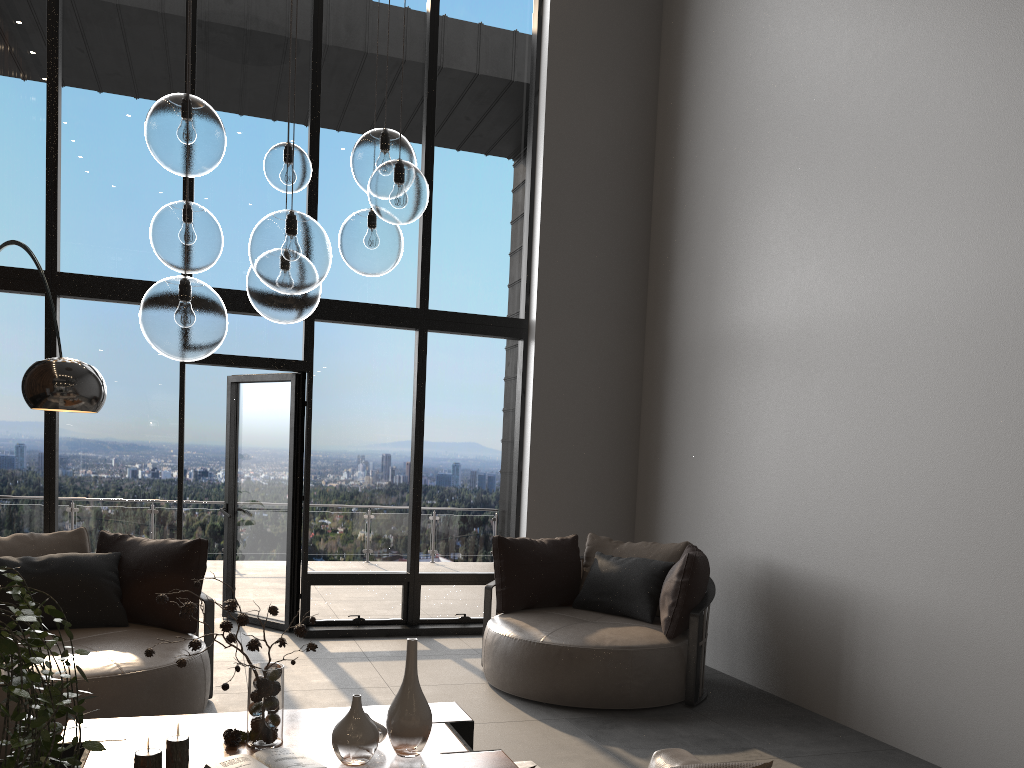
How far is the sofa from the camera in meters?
2.1 m

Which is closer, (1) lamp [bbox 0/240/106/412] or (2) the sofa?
(2) the sofa

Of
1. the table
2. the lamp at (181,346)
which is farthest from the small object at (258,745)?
the lamp at (181,346)

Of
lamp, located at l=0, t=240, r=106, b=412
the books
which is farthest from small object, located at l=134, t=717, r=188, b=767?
lamp, located at l=0, t=240, r=106, b=412

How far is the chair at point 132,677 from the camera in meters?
3.7 m

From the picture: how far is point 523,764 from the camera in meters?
3.7 m

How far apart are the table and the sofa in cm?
75

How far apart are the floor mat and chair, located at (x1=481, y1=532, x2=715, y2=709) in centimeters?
96cm

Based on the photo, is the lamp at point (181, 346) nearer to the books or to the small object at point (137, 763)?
the small object at point (137, 763)

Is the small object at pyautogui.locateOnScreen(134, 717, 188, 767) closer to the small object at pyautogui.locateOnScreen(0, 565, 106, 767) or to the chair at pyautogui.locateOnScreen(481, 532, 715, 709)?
the small object at pyautogui.locateOnScreen(0, 565, 106, 767)
